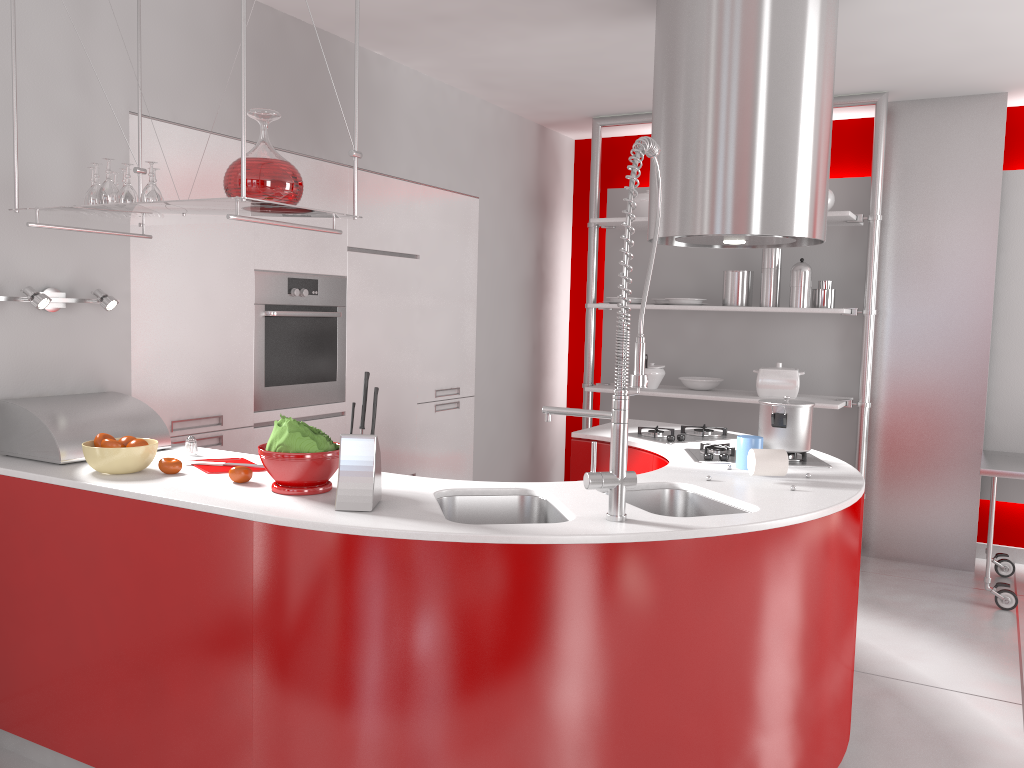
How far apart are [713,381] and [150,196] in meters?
3.6 m

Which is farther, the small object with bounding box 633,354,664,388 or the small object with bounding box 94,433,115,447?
the small object with bounding box 633,354,664,388

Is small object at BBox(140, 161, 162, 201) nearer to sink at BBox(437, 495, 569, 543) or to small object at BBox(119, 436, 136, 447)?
small object at BBox(119, 436, 136, 447)

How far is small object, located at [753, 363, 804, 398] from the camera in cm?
498

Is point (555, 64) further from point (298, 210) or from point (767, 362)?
point (298, 210)

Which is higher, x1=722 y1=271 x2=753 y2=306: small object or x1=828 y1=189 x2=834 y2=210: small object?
x1=828 y1=189 x2=834 y2=210: small object

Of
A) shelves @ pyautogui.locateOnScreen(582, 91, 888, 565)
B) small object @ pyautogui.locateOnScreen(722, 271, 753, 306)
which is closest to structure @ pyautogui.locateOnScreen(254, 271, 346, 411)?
shelves @ pyautogui.locateOnScreen(582, 91, 888, 565)

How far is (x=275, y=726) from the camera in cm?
211

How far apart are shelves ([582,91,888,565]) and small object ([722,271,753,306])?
0.5m

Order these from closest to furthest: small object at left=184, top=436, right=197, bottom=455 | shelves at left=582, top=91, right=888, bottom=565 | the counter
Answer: the counter < small object at left=184, top=436, right=197, bottom=455 < shelves at left=582, top=91, right=888, bottom=565
